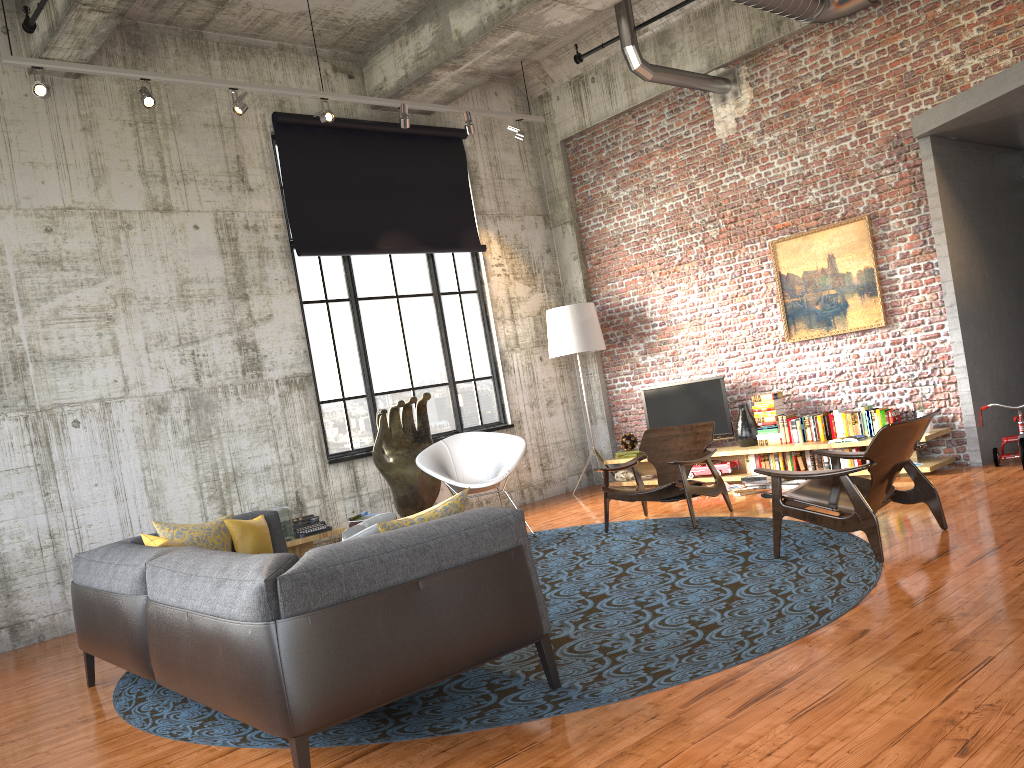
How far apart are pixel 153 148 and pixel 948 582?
7.34m

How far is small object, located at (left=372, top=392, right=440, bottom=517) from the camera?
8.73m

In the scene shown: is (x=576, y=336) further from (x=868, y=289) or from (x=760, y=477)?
(x=868, y=289)

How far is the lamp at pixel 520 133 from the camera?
9.79m

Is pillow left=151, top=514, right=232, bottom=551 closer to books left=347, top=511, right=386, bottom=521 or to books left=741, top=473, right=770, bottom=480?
books left=347, top=511, right=386, bottom=521

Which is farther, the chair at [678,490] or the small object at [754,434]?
the small object at [754,434]

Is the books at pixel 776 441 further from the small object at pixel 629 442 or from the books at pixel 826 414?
the small object at pixel 629 442

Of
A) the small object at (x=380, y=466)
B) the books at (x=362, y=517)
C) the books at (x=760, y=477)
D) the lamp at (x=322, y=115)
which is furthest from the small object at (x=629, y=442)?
the lamp at (x=322, y=115)

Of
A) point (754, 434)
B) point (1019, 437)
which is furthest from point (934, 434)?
point (754, 434)

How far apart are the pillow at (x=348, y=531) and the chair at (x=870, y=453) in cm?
267
